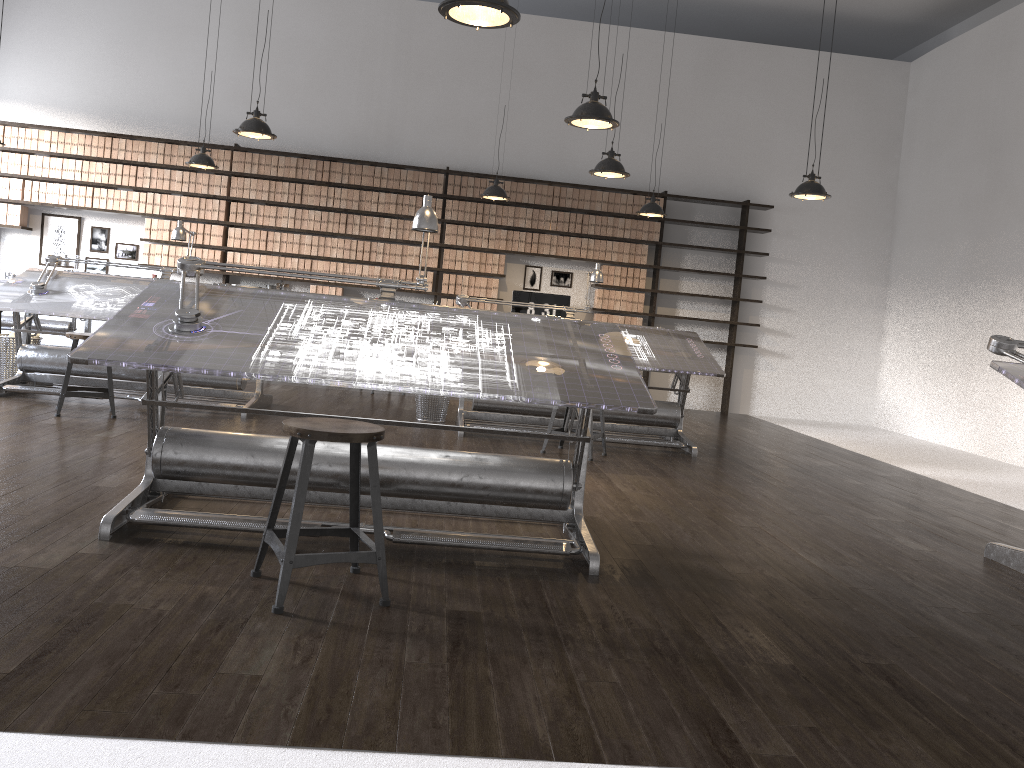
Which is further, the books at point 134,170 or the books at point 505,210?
the books at point 505,210

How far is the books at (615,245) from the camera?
9.95m

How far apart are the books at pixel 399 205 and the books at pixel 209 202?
2.0m

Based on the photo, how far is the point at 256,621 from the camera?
2.5m

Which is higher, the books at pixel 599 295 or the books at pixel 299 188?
the books at pixel 299 188

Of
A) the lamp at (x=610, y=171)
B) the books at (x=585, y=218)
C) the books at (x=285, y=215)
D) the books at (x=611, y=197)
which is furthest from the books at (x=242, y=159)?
the lamp at (x=610, y=171)

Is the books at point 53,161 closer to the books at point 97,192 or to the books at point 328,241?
the books at point 97,192

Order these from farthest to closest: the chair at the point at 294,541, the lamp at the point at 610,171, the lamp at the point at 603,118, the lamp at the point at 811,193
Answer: the lamp at the point at 811,193 → the lamp at the point at 610,171 → the lamp at the point at 603,118 → the chair at the point at 294,541

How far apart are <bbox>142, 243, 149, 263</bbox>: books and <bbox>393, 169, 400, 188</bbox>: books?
2.8 meters

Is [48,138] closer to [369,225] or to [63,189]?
[63,189]
